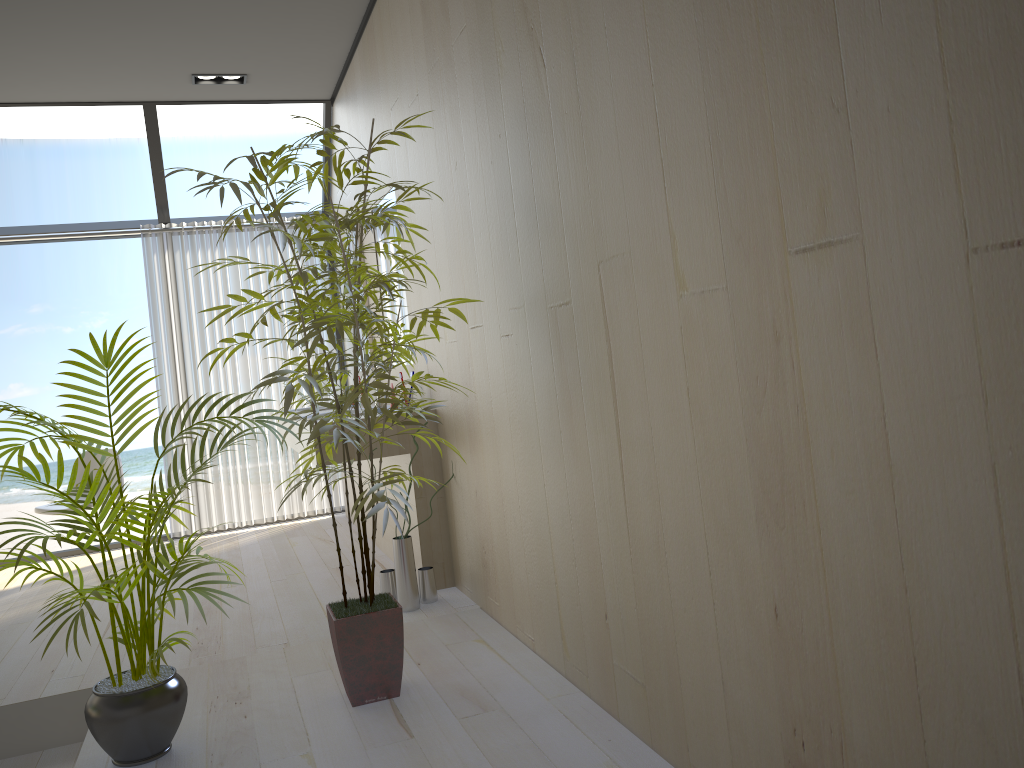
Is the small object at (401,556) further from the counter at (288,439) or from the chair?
the chair

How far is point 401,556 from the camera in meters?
3.6 m

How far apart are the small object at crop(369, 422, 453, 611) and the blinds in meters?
2.5

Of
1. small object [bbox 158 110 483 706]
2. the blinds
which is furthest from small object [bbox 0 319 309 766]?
the blinds

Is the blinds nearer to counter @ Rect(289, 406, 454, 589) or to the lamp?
the lamp

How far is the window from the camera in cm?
543

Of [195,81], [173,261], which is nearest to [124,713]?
[195,81]

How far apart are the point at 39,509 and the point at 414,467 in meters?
2.7

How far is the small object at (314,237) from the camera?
2.4m

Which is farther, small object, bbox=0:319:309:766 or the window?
the window
